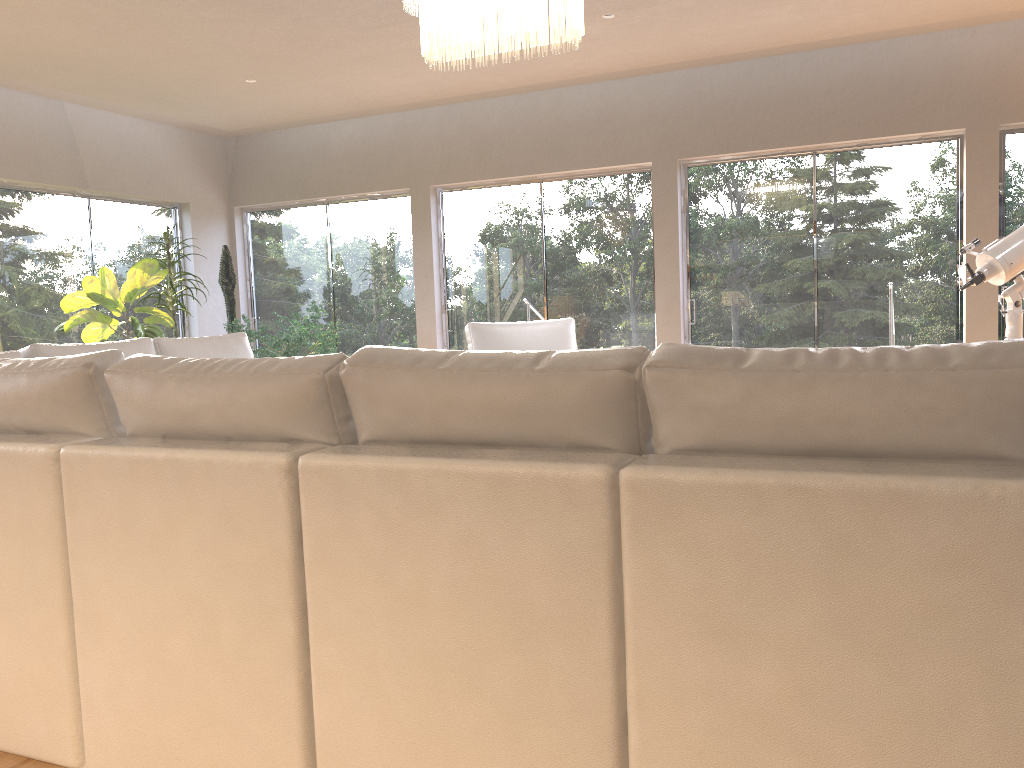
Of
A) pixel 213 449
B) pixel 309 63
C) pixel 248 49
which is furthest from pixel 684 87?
pixel 213 449

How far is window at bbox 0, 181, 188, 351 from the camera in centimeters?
672cm

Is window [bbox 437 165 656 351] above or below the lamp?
below

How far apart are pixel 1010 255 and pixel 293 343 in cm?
497

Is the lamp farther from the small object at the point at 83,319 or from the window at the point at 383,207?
the window at the point at 383,207

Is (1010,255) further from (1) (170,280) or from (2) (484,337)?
(1) (170,280)

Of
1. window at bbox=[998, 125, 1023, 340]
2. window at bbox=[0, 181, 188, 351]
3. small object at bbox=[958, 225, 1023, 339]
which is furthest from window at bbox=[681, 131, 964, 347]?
window at bbox=[0, 181, 188, 351]

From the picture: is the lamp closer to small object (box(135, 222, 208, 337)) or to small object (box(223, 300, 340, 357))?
small object (box(223, 300, 340, 357))

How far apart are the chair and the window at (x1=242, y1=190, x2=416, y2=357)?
2.4 meters

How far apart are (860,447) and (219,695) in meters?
1.3 m
